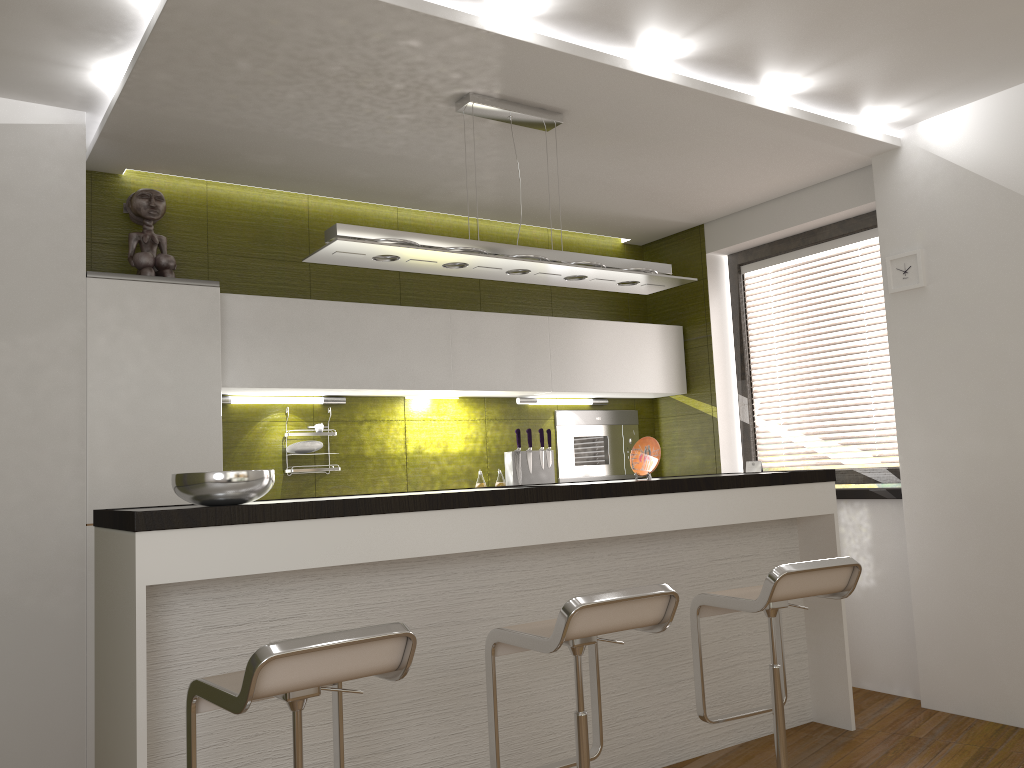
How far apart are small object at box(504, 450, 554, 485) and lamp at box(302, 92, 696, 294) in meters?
1.4

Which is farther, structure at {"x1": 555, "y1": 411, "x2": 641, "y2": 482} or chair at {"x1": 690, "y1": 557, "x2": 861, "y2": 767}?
structure at {"x1": 555, "y1": 411, "x2": 641, "y2": 482}

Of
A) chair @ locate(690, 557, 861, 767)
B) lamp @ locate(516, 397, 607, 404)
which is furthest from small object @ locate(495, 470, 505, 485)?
chair @ locate(690, 557, 861, 767)

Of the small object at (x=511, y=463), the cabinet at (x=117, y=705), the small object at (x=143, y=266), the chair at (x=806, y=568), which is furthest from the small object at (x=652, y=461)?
the small object at (x=143, y=266)

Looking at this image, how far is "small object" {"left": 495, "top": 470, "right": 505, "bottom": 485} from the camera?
4.99m

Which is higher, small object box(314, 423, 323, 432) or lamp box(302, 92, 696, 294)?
lamp box(302, 92, 696, 294)

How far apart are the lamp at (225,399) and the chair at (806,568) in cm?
225

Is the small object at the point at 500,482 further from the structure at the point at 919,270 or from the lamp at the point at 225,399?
the structure at the point at 919,270

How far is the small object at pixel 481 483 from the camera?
4.9 meters

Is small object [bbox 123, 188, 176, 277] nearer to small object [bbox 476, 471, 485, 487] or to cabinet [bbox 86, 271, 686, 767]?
cabinet [bbox 86, 271, 686, 767]
